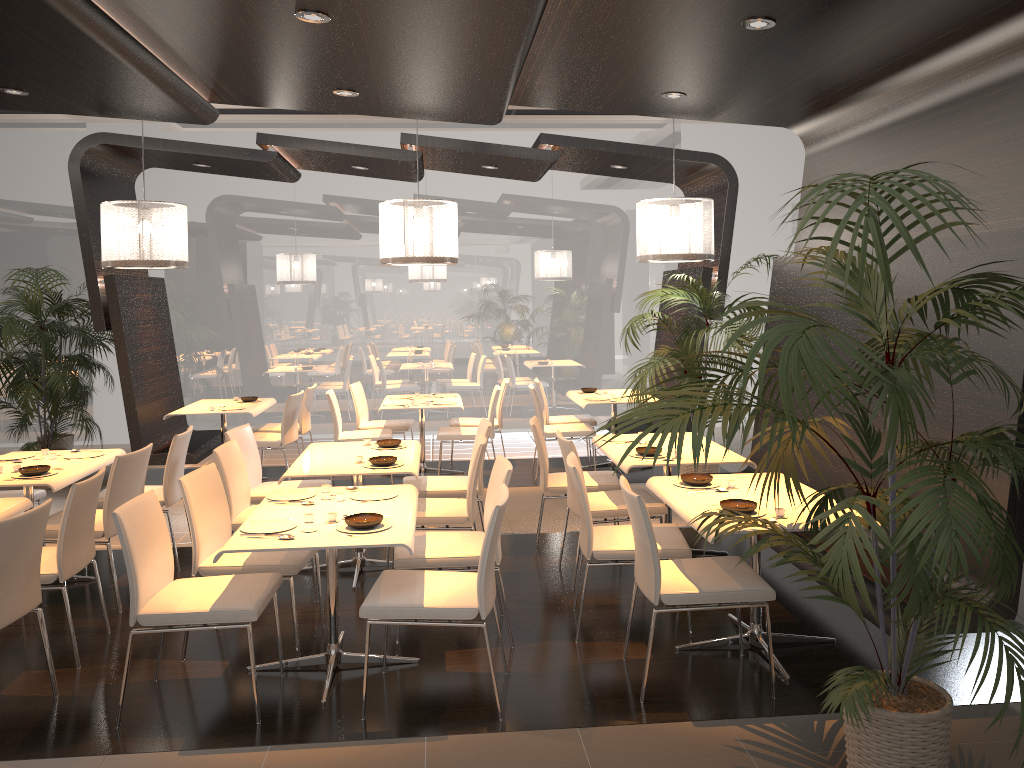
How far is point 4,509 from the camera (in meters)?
4.35

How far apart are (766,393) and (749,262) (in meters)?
1.41

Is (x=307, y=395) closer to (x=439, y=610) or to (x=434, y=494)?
(x=434, y=494)

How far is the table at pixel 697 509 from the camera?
4.12m

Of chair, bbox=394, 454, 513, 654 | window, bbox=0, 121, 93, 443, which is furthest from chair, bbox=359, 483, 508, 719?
window, bbox=0, 121, 93, 443

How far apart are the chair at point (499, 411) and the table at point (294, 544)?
4.1m

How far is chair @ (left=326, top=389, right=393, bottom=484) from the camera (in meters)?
8.05

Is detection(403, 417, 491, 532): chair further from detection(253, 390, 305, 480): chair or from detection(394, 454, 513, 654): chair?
detection(253, 390, 305, 480): chair

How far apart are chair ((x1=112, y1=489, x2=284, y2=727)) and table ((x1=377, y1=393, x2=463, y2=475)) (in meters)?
4.07

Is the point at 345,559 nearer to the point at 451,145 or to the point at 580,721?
the point at 580,721
